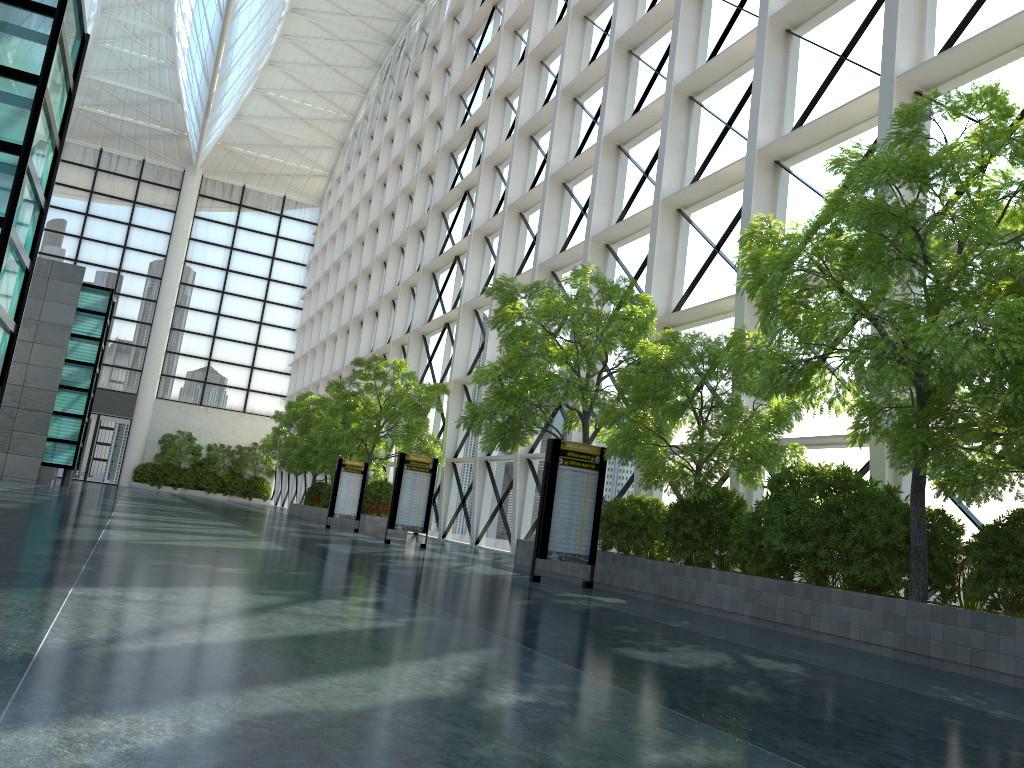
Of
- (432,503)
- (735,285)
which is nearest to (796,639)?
(735,285)

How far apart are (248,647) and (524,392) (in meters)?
13.73

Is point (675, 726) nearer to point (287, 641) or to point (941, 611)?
point (287, 641)
